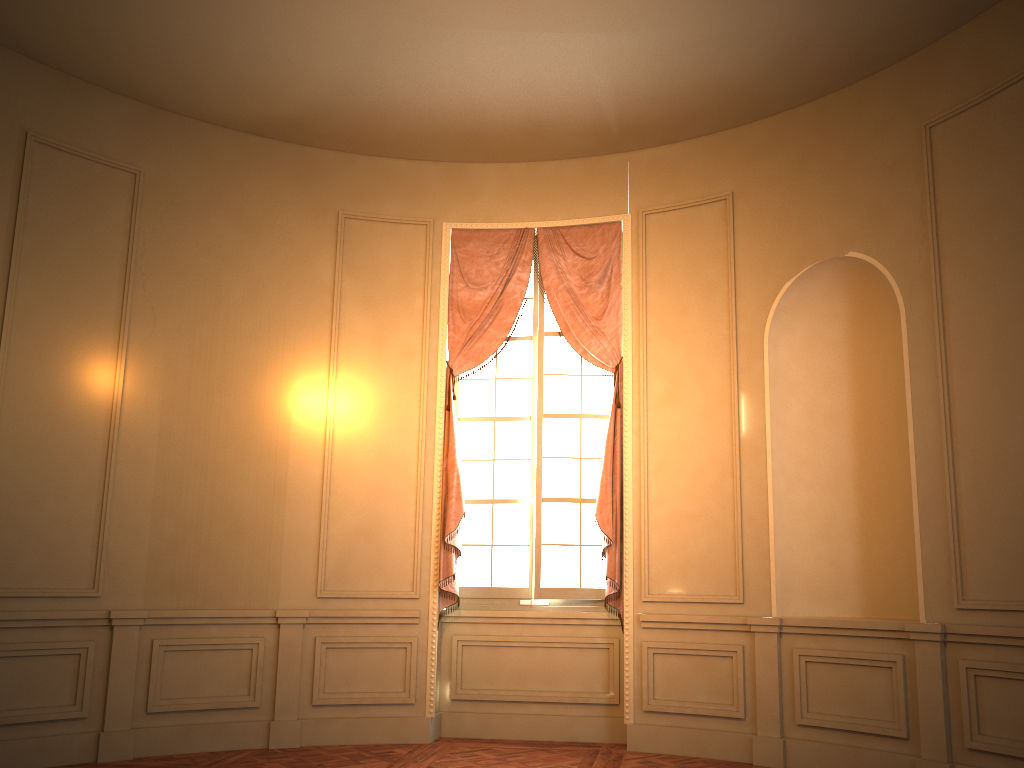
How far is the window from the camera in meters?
6.4

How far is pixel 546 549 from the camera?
6.4 meters

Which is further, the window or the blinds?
the window

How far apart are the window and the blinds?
0.1 meters

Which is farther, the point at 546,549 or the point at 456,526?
the point at 546,549

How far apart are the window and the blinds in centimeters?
10cm

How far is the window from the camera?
6.4 meters

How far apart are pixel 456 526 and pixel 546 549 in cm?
68

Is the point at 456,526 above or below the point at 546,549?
above

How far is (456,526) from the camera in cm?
617
